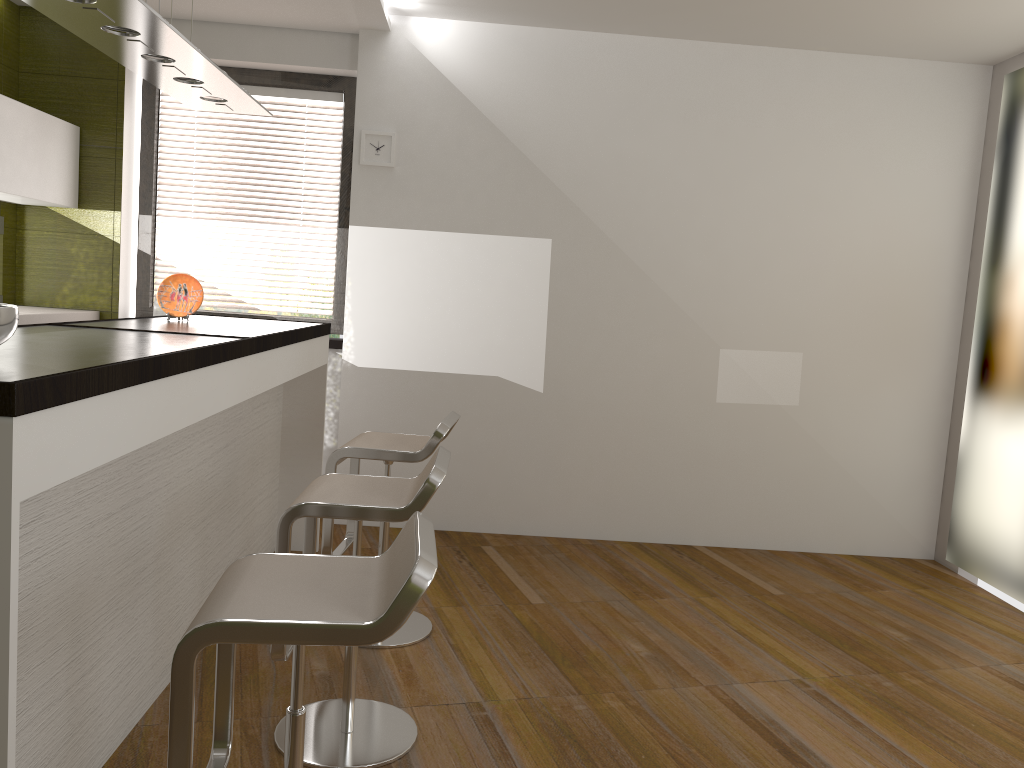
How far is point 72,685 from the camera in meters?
2.1 m

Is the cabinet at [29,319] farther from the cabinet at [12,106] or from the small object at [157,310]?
the cabinet at [12,106]

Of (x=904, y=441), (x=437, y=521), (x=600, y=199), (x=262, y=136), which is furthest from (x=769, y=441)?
(x=262, y=136)

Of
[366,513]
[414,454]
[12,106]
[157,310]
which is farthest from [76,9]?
[157,310]

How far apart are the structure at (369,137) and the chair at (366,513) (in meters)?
2.48

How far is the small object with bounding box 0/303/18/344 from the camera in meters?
1.7 m

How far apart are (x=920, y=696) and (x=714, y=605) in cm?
100

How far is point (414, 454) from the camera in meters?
3.2

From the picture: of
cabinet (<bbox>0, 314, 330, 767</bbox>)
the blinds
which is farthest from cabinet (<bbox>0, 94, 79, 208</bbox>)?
cabinet (<bbox>0, 314, 330, 767</bbox>)

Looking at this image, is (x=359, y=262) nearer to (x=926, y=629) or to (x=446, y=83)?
(x=446, y=83)
